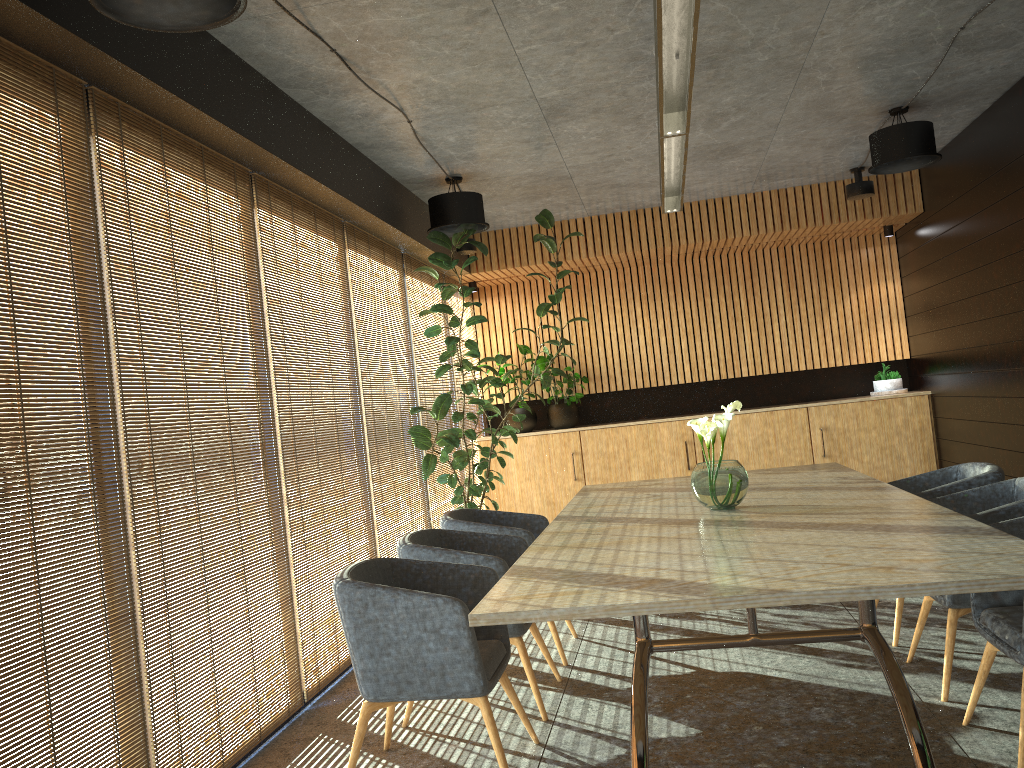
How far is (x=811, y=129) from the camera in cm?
700

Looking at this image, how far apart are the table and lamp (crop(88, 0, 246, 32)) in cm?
222

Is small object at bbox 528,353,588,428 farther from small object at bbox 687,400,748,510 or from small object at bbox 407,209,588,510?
small object at bbox 687,400,748,510

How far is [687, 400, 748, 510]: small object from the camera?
4.44m

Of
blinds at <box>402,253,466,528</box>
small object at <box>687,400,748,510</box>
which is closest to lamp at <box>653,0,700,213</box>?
small object at <box>687,400,748,510</box>

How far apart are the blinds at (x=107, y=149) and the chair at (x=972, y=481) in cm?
336

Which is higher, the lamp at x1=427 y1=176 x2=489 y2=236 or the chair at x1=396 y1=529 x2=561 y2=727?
the lamp at x1=427 y1=176 x2=489 y2=236

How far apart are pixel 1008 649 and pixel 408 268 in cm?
589

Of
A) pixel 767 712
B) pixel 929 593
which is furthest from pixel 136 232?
pixel 767 712

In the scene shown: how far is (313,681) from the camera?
5.1 meters
